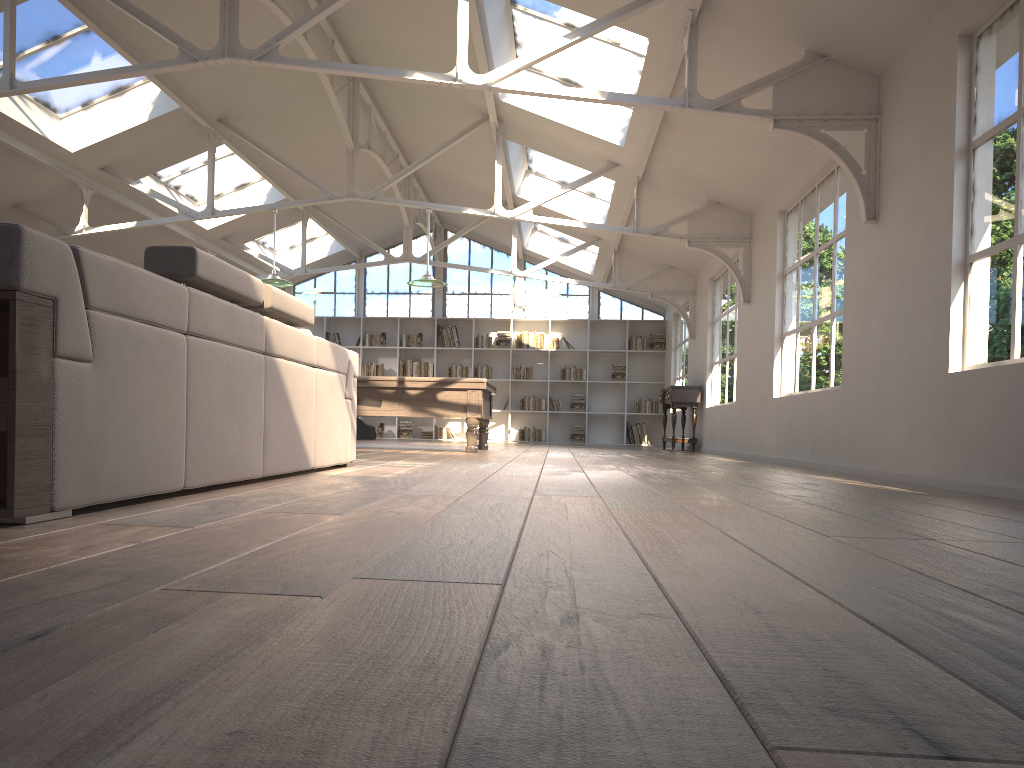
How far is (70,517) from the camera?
2.2m

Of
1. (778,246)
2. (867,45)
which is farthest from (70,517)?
(778,246)

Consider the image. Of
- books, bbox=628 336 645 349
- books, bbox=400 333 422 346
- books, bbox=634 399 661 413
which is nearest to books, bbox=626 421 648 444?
books, bbox=634 399 661 413

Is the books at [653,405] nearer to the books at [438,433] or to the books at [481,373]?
the books at [481,373]

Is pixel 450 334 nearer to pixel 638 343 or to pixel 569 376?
pixel 569 376

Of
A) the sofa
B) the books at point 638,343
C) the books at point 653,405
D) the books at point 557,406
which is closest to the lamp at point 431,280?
the sofa

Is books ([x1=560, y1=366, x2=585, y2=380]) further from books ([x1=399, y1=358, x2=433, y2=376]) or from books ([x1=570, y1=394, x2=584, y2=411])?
books ([x1=399, y1=358, x2=433, y2=376])

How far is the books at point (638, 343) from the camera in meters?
16.7

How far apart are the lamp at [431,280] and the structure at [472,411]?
1.2 meters

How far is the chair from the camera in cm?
1532
